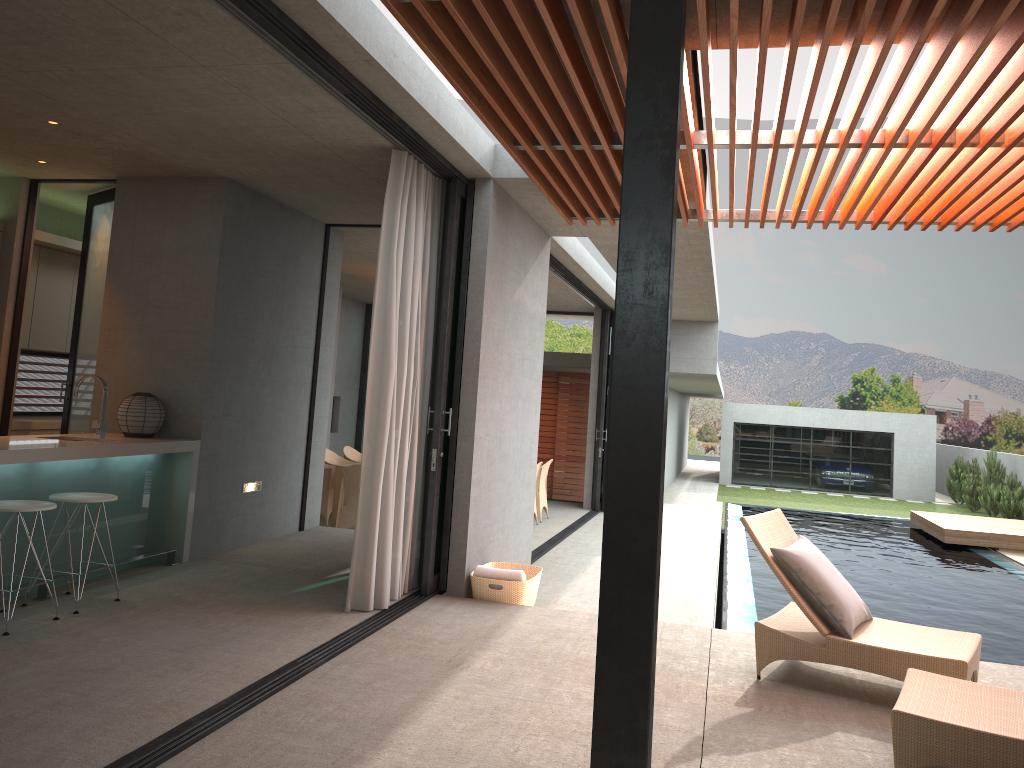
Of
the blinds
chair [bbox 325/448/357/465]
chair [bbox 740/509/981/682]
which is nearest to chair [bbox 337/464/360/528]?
chair [bbox 325/448/357/465]

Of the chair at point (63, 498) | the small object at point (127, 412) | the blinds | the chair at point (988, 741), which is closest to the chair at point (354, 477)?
the small object at point (127, 412)

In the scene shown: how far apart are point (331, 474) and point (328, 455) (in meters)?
1.22

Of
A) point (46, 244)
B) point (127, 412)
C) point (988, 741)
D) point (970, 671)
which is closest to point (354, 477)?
point (127, 412)

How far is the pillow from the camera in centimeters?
467cm

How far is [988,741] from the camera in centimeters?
330cm

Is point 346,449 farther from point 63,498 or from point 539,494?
point 63,498

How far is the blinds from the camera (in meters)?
5.62

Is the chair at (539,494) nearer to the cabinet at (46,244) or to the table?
the table

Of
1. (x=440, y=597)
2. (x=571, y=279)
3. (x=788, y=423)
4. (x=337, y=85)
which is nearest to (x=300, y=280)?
(x=440, y=597)
